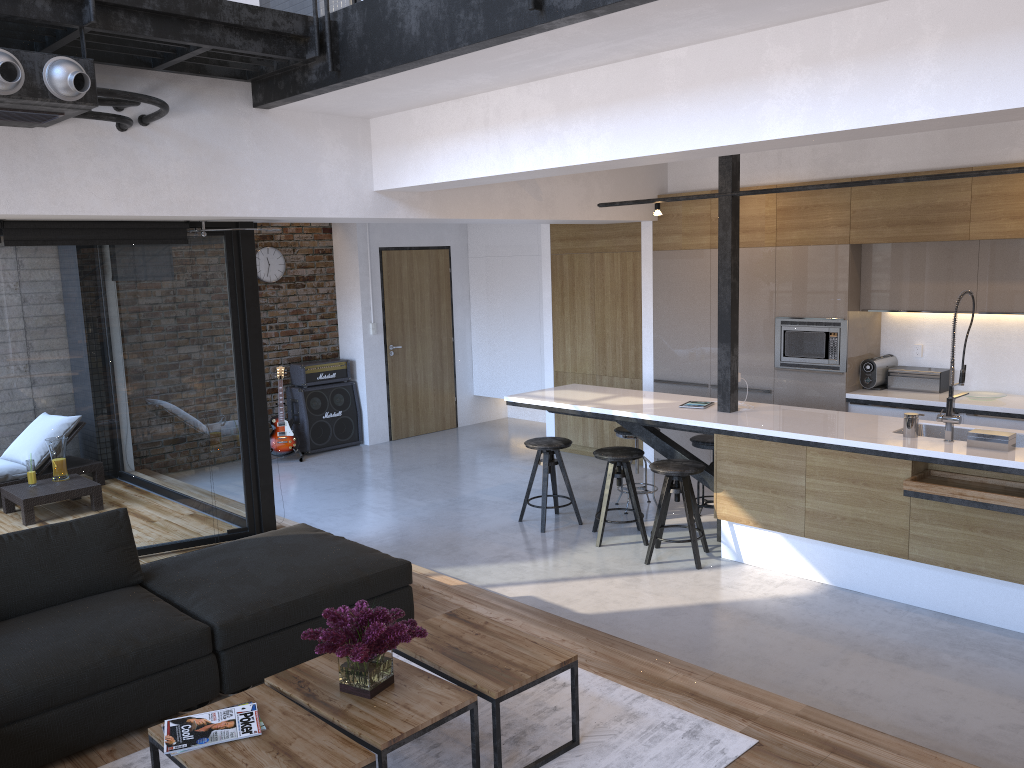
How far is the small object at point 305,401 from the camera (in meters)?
9.22

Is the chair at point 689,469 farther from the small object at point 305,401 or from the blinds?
the small object at point 305,401

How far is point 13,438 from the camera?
5.2 meters

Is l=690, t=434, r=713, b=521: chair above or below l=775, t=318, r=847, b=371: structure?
below

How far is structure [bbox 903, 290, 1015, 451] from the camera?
4.5 meters

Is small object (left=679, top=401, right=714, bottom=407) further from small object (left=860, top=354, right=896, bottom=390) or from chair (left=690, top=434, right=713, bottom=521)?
small object (left=860, top=354, right=896, bottom=390)

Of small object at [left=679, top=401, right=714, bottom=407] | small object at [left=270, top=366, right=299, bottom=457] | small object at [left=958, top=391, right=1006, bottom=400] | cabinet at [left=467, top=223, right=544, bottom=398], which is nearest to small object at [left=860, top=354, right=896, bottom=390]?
small object at [left=958, top=391, right=1006, bottom=400]

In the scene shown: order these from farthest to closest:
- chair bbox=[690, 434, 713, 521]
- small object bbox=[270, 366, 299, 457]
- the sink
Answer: small object bbox=[270, 366, 299, 457] < chair bbox=[690, 434, 713, 521] < the sink

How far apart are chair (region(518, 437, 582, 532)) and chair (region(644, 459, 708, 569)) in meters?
0.8

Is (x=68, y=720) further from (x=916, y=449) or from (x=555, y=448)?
(x=916, y=449)
